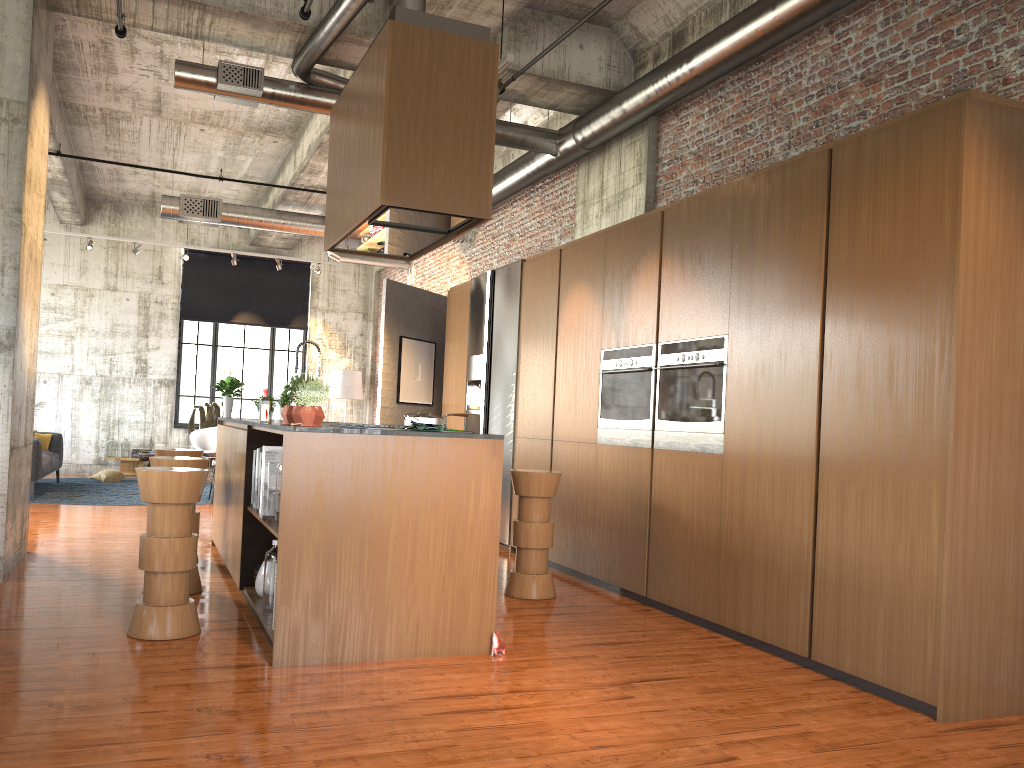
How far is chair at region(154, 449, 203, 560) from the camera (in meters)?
7.50

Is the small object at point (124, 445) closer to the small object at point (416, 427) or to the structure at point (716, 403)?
the structure at point (716, 403)

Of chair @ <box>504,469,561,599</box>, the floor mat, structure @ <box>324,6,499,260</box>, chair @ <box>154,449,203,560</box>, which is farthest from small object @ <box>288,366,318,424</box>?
the floor mat

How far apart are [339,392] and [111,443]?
4.28m

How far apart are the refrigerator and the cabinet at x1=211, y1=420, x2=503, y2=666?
2.8m

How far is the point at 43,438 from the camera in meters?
14.1 m

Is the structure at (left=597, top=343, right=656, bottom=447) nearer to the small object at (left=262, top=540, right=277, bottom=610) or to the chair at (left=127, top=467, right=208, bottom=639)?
the small object at (left=262, top=540, right=277, bottom=610)

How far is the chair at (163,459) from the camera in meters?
6.2 m

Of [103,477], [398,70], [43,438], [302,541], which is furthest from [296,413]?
[103,477]

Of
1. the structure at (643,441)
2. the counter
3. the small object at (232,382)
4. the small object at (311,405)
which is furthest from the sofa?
the small object at (311,405)
